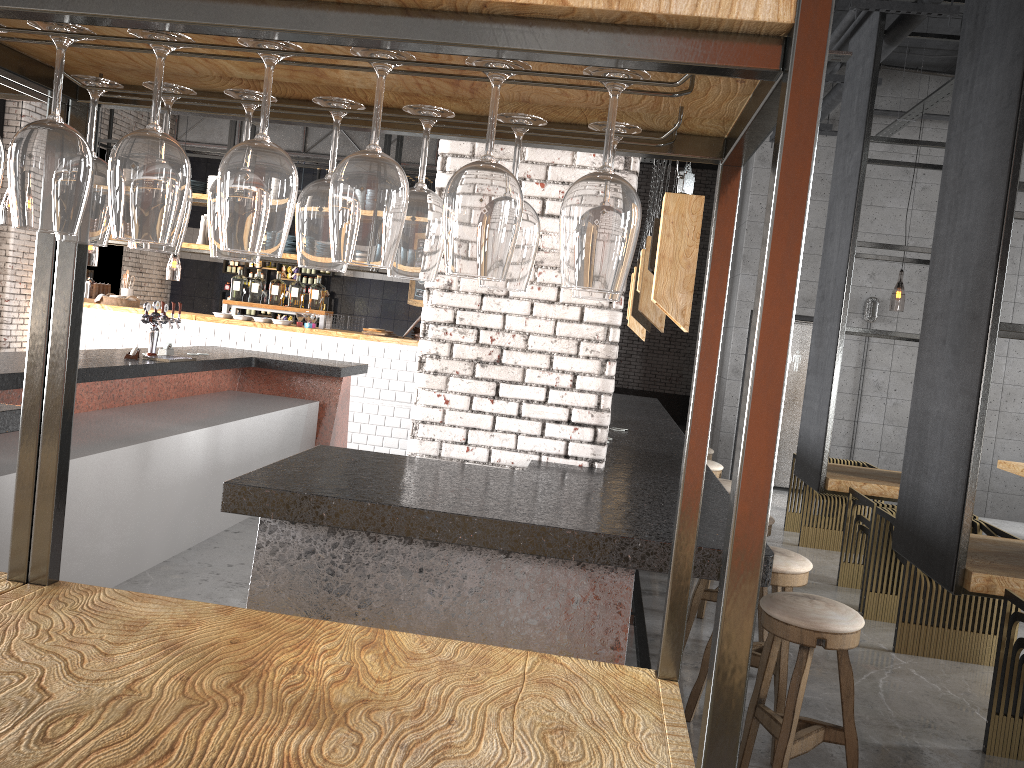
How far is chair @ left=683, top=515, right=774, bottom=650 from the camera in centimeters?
450cm

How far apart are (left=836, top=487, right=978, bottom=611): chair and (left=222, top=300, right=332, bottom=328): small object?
6.3 meters

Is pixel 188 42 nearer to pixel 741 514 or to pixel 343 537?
pixel 741 514

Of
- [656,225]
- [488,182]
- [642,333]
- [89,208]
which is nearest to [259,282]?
[642,333]

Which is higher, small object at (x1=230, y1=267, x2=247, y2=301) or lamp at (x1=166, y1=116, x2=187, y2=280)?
lamp at (x1=166, y1=116, x2=187, y2=280)

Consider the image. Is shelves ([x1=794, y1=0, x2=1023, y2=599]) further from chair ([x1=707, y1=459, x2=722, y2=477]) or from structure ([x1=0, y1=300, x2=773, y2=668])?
structure ([x1=0, y1=300, x2=773, y2=668])

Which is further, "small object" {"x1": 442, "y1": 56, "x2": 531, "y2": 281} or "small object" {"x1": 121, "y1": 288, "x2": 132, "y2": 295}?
"small object" {"x1": 121, "y1": 288, "x2": 132, "y2": 295}

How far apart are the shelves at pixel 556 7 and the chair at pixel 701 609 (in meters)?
3.93

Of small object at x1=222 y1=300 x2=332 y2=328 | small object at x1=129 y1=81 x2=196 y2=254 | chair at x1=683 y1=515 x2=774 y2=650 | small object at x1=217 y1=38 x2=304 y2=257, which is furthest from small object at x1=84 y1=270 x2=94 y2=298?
small object at x1=217 y1=38 x2=304 y2=257

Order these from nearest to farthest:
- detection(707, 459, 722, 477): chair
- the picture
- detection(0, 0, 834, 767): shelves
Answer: detection(0, 0, 834, 767): shelves, detection(707, 459, 722, 477): chair, the picture
